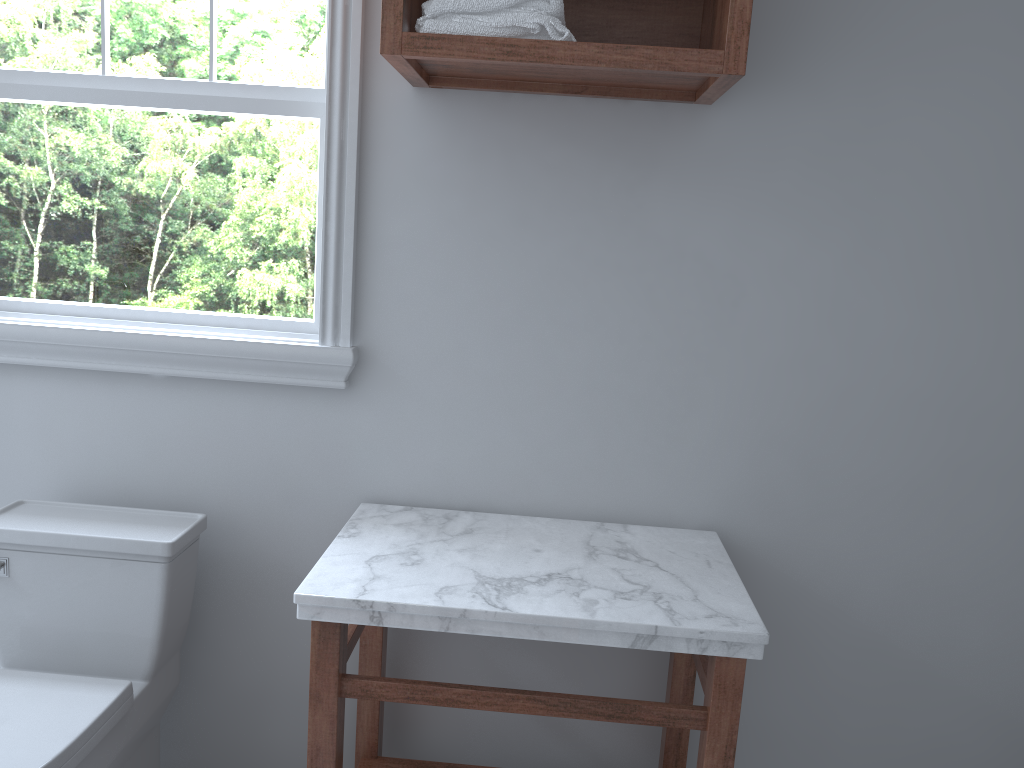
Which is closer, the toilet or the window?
the toilet

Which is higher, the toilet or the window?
the window

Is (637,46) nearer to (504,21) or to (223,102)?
(504,21)

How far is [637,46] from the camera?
1.55m

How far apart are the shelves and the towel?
0.0 meters

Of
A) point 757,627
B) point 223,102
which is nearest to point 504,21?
point 223,102

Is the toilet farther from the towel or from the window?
the towel

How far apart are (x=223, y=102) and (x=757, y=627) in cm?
158

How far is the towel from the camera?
1.6 meters

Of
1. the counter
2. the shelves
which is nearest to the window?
the shelves
